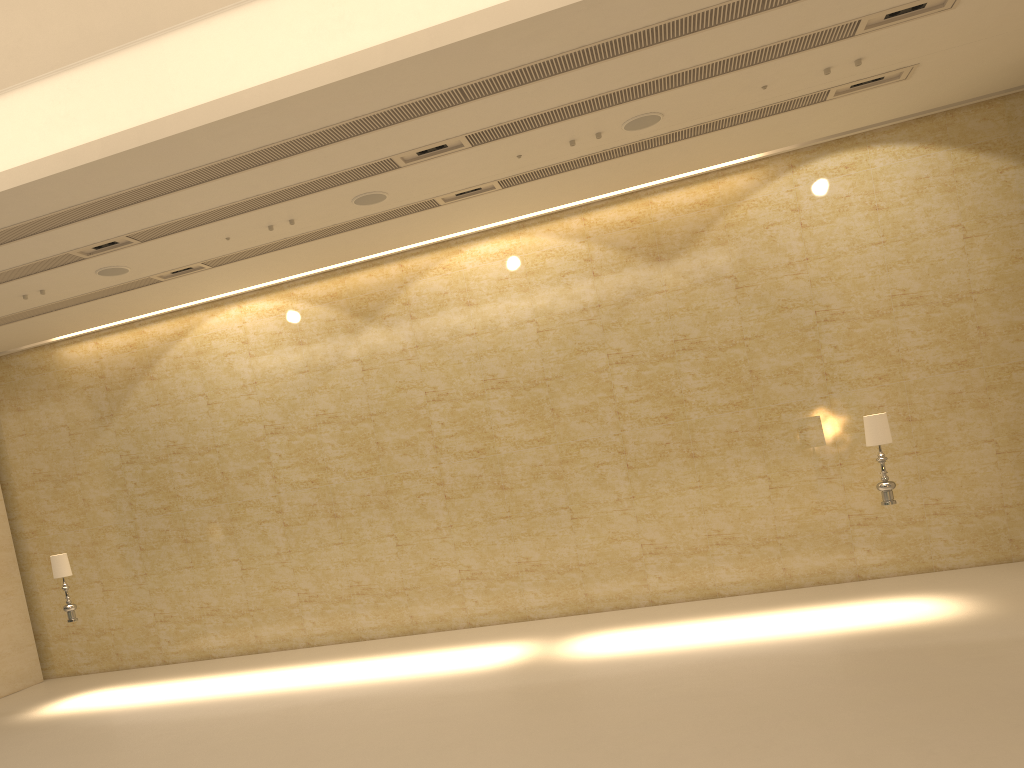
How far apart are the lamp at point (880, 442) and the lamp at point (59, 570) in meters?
10.9

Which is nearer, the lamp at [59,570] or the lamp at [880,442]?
the lamp at [880,442]

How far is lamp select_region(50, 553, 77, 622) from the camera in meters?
12.3

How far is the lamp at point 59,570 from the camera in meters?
12.3 m

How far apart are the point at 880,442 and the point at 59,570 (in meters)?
11.03

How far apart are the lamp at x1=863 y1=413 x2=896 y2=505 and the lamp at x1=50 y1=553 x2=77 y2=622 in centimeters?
1086cm

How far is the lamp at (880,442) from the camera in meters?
10.1 m
